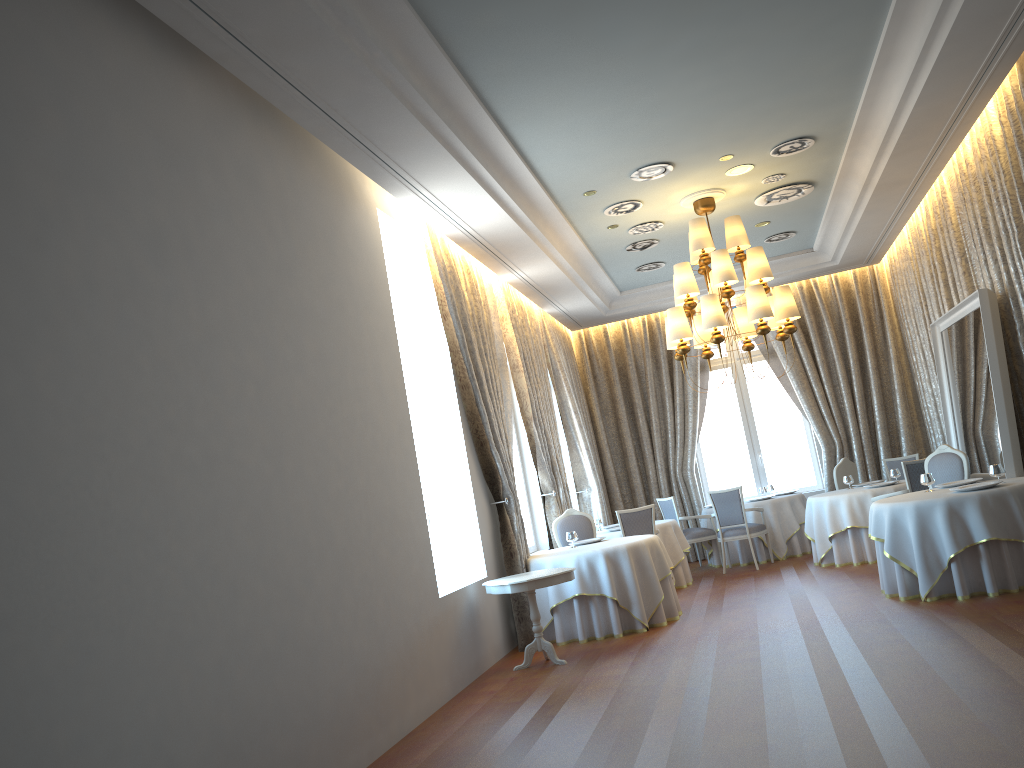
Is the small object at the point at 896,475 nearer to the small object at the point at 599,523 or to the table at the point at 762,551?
the table at the point at 762,551

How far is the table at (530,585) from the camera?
7.40m

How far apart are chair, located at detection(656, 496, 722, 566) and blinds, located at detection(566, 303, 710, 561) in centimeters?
124cm

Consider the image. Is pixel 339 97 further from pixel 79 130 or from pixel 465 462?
pixel 465 462

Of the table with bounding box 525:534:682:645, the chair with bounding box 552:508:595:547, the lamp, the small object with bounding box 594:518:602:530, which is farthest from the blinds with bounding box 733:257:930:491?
the table with bounding box 525:534:682:645

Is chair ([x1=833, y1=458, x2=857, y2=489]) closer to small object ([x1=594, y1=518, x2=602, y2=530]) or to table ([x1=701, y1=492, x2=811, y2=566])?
table ([x1=701, y1=492, x2=811, y2=566])

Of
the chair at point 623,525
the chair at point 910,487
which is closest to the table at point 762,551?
the chair at point 623,525

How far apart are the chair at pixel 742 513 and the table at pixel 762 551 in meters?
0.2

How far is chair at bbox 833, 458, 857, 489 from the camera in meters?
12.1

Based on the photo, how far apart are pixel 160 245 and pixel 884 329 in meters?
12.1
